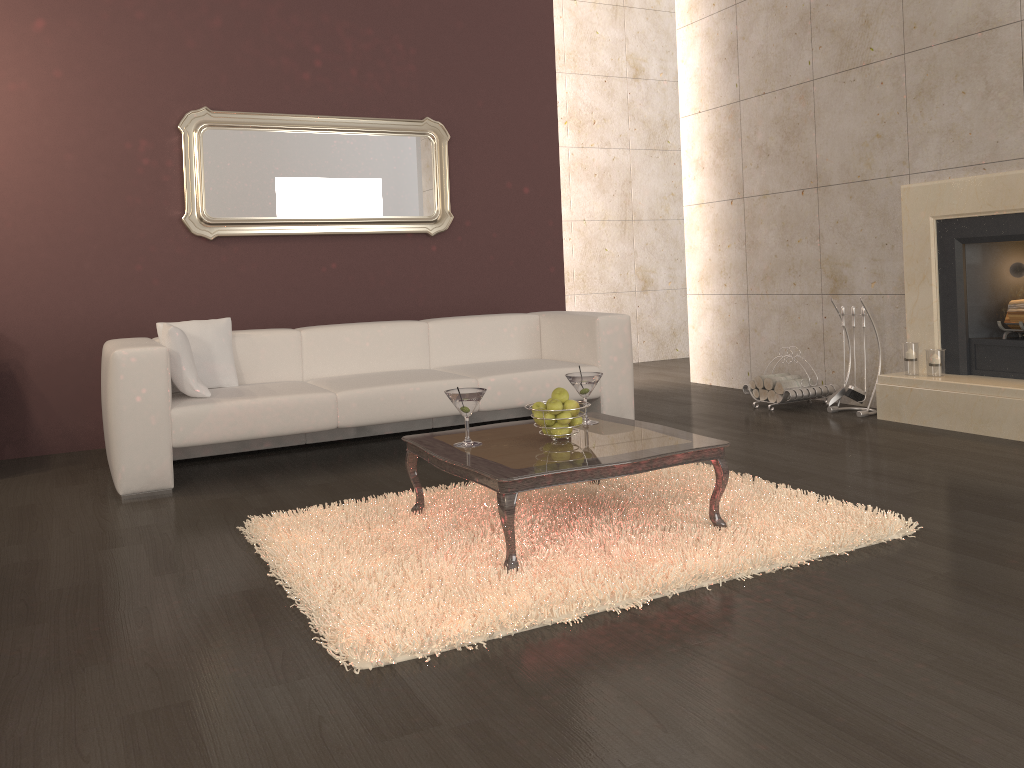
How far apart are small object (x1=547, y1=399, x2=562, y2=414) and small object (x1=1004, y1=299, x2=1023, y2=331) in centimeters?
295cm

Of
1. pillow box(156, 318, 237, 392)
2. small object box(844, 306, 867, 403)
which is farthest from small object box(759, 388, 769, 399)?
pillow box(156, 318, 237, 392)

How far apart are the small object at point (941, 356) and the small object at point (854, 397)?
0.48m

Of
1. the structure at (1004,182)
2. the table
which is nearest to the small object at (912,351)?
the structure at (1004,182)

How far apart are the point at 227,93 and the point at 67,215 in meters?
1.2 m

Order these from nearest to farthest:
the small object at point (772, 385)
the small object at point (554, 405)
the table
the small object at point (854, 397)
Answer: the table → the small object at point (554, 405) → the small object at point (854, 397) → the small object at point (772, 385)

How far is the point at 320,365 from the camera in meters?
4.9 m

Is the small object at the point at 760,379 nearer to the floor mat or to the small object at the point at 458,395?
the floor mat

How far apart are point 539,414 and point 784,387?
2.9 meters

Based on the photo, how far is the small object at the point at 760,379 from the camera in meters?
5.7
